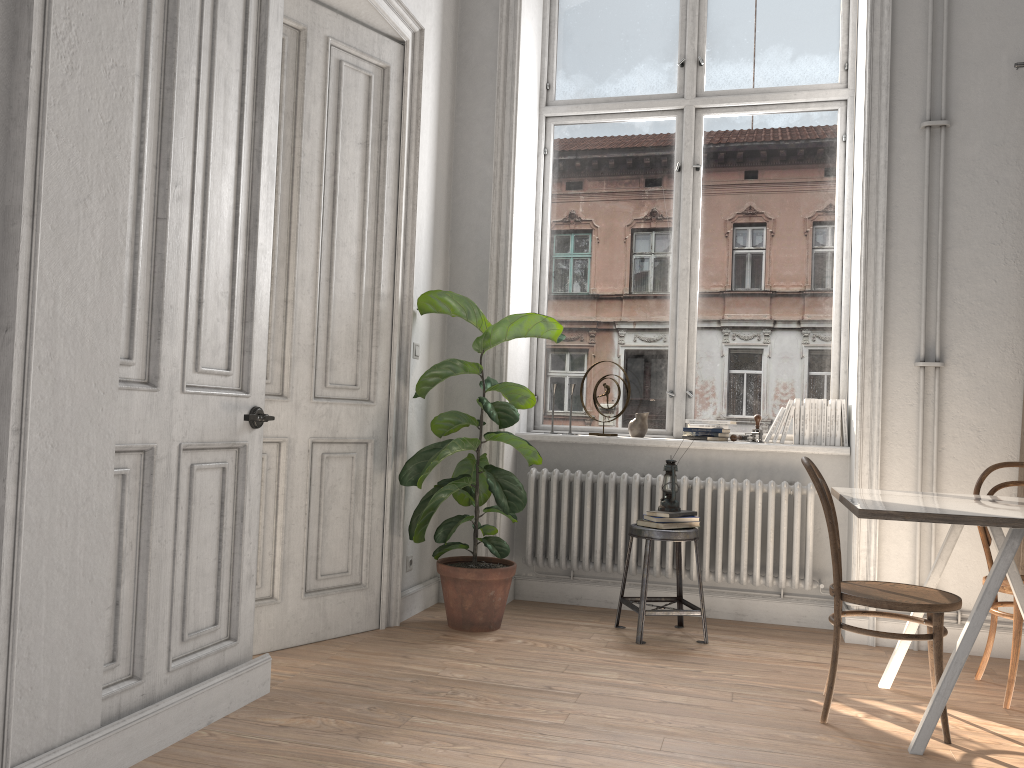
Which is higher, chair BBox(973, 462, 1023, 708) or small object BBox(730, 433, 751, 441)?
small object BBox(730, 433, 751, 441)

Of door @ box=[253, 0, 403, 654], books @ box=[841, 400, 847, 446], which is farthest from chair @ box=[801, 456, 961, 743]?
door @ box=[253, 0, 403, 654]

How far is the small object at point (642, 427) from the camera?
4.89m

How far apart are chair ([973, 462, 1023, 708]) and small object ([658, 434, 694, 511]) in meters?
1.3

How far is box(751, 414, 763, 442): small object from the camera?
4.72m

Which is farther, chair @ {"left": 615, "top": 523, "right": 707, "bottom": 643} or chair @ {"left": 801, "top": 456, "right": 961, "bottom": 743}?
chair @ {"left": 615, "top": 523, "right": 707, "bottom": 643}

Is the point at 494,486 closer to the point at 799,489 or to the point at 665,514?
the point at 665,514

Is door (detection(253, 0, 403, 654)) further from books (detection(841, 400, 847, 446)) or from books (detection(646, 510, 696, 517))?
books (detection(841, 400, 847, 446))

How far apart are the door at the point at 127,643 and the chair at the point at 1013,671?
2.8 meters

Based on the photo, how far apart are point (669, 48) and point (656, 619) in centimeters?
325cm
